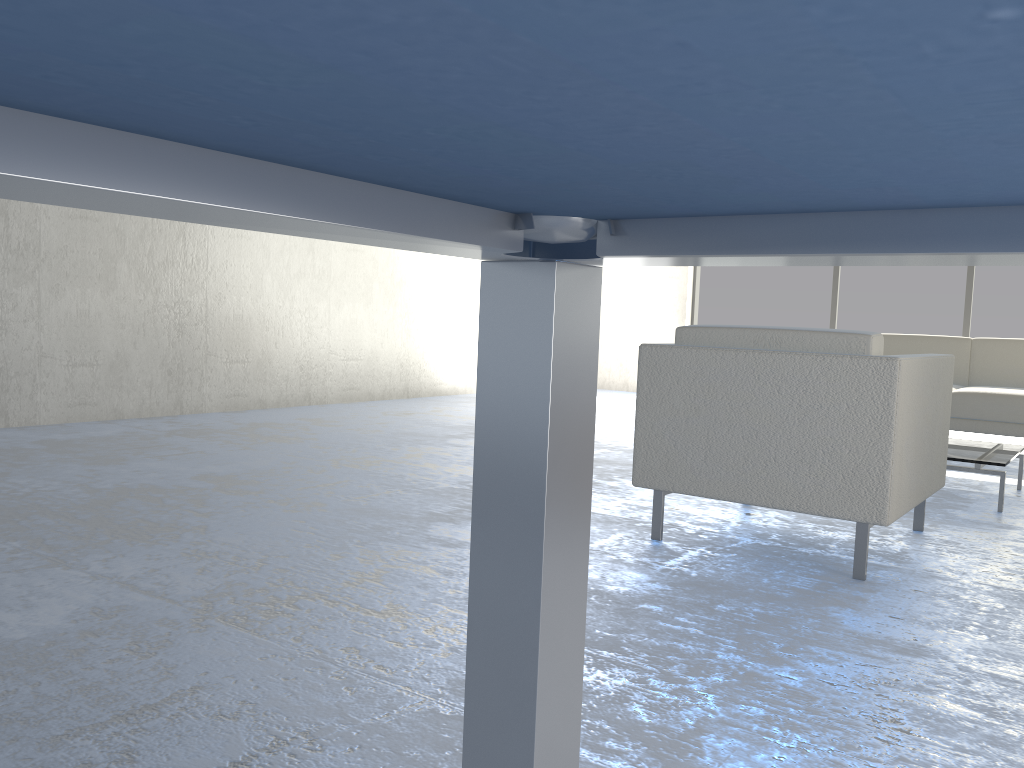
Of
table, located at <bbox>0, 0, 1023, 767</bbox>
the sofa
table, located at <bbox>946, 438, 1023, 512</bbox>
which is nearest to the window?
the sofa

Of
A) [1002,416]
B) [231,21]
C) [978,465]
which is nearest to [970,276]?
[1002,416]

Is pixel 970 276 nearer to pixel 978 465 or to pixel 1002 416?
pixel 1002 416

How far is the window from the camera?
6.94m

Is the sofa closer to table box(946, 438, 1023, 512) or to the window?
table box(946, 438, 1023, 512)

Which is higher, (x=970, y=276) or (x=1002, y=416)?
(x=970, y=276)

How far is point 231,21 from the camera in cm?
32

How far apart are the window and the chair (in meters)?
4.65

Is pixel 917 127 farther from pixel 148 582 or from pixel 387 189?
pixel 148 582

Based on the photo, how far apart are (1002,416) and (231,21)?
5.0 meters
